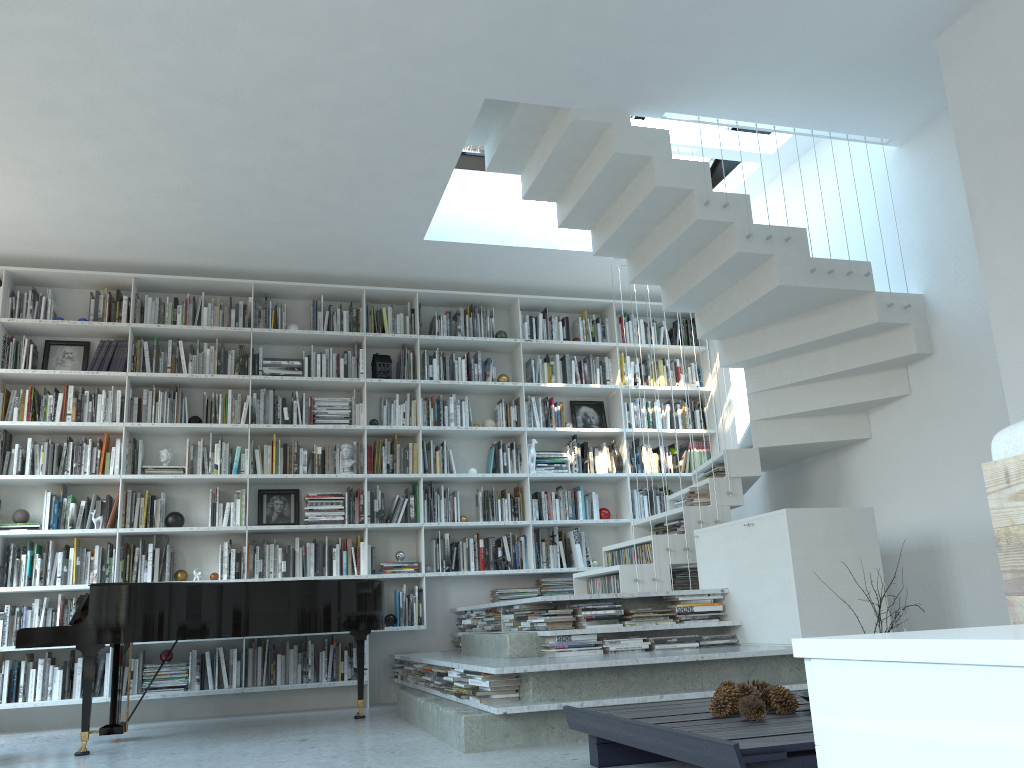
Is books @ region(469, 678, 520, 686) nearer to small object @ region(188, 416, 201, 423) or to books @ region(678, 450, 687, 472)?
small object @ region(188, 416, 201, 423)

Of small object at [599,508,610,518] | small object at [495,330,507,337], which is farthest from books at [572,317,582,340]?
small object at [599,508,610,518]

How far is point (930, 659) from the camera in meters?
0.8 m

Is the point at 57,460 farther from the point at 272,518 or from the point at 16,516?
the point at 272,518

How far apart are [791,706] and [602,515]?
4.3m

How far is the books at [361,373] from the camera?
6.8 meters

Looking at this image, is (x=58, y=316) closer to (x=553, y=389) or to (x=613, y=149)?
(x=553, y=389)

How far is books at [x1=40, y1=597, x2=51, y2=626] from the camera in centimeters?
589cm

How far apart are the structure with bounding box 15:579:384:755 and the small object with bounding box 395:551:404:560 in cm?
103

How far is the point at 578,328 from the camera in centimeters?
752cm
